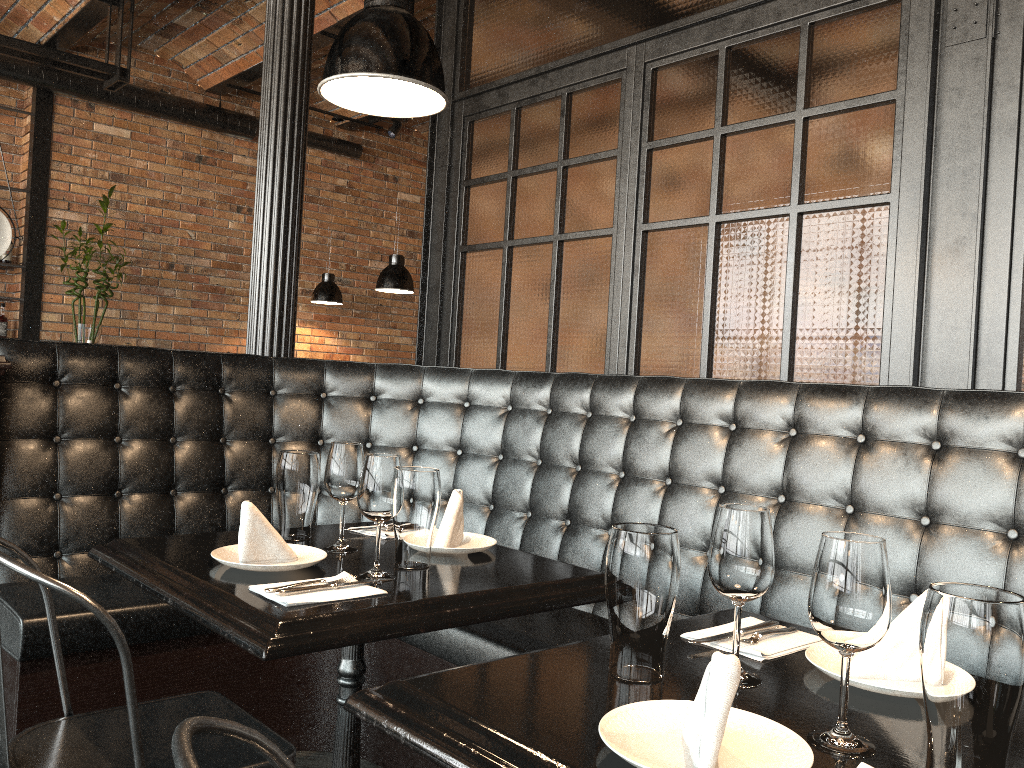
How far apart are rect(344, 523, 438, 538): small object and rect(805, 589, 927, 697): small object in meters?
1.1

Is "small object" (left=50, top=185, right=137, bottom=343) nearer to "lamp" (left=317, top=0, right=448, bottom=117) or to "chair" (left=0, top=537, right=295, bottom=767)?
"lamp" (left=317, top=0, right=448, bottom=117)

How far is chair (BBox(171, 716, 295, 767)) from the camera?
0.7 meters

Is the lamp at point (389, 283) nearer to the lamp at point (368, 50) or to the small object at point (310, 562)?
the lamp at point (368, 50)

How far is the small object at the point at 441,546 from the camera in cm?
207

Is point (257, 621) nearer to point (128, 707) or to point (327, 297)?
point (128, 707)

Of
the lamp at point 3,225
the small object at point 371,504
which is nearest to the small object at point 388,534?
the small object at point 371,504

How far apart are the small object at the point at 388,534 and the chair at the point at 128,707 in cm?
52

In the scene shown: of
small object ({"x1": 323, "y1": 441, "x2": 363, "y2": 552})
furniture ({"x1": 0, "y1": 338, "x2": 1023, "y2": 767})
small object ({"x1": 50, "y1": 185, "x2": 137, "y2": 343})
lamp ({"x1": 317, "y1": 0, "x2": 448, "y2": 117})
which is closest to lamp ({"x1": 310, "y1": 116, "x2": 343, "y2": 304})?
small object ({"x1": 50, "y1": 185, "x2": 137, "y2": 343})

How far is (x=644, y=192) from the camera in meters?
3.3
